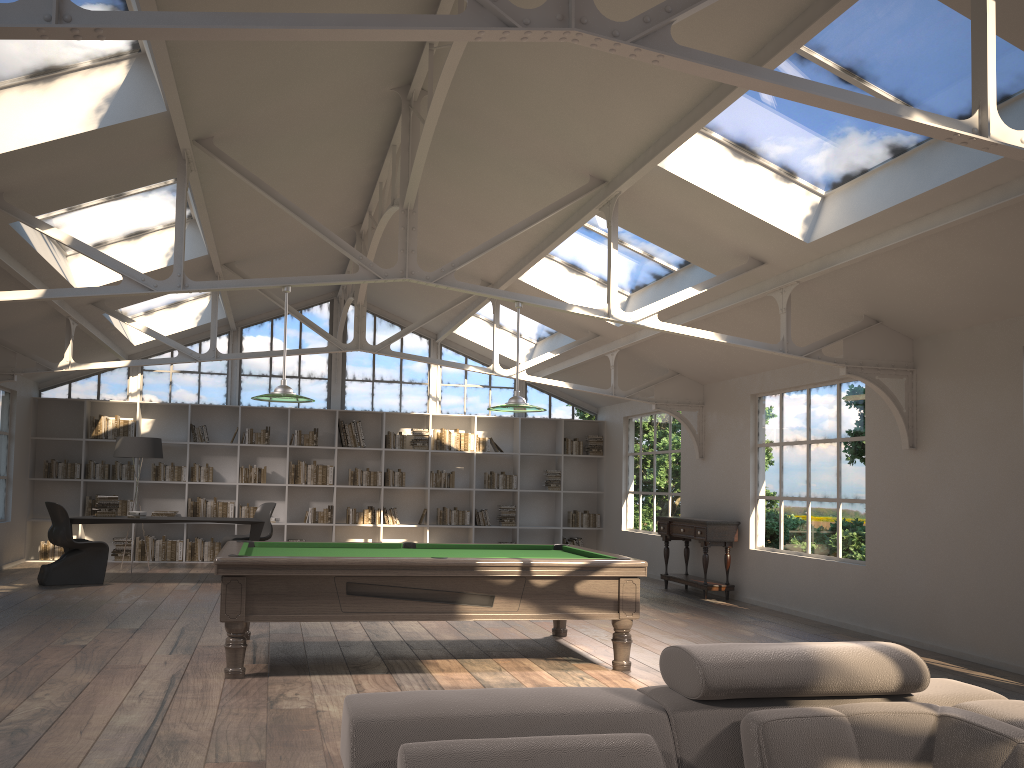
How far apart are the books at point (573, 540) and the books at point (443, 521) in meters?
1.8

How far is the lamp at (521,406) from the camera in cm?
651

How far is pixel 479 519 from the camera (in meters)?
13.73

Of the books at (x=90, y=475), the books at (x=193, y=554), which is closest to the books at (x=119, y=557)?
the books at (x=193, y=554)

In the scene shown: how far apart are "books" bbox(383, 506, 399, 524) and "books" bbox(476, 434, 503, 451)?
1.7m

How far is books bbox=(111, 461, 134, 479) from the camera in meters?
12.5 m

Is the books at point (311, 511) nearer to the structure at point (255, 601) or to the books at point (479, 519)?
the books at point (479, 519)

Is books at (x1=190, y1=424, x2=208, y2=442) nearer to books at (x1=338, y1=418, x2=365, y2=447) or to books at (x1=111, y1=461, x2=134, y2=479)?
books at (x1=111, y1=461, x2=134, y2=479)

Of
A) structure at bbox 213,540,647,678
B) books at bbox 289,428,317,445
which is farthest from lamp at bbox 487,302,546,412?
books at bbox 289,428,317,445

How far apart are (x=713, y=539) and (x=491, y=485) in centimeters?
462cm
